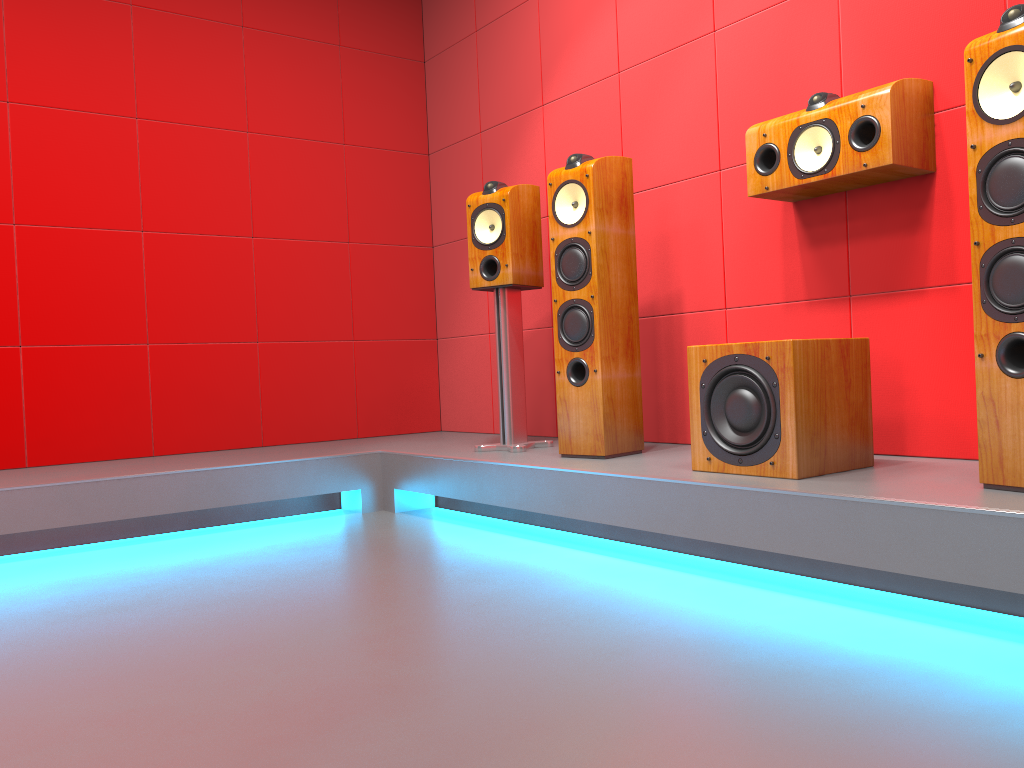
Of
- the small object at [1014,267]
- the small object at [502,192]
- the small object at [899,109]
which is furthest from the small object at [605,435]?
the small object at [1014,267]

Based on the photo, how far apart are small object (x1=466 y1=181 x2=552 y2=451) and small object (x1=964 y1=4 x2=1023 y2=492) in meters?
1.7

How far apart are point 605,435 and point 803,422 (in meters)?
0.83

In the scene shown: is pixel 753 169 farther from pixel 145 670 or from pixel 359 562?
pixel 145 670

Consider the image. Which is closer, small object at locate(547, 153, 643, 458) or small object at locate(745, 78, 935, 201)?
small object at locate(745, 78, 935, 201)

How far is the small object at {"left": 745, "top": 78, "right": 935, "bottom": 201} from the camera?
2.4m

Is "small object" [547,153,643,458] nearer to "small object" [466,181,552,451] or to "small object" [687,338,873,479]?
"small object" [466,181,552,451]

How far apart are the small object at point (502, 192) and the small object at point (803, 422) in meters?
1.0 m

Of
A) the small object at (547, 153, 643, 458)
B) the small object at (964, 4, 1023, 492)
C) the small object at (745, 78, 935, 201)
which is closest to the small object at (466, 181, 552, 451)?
the small object at (547, 153, 643, 458)

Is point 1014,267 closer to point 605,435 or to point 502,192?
point 605,435
